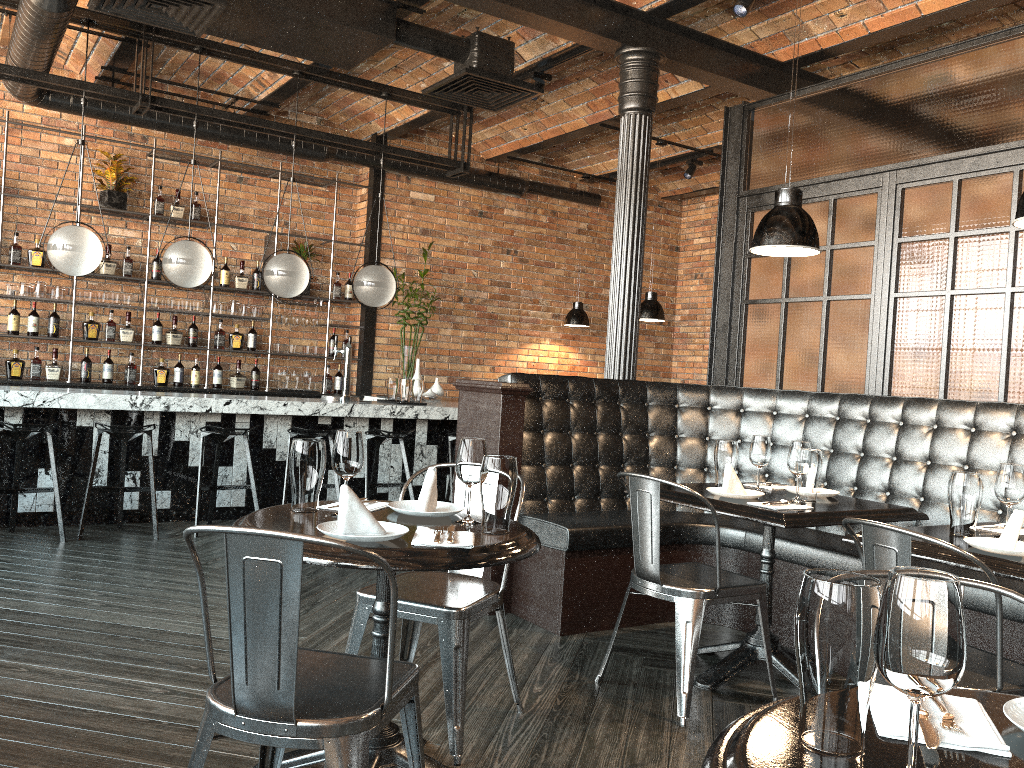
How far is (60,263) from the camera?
5.9 meters

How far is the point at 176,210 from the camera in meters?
8.0 m

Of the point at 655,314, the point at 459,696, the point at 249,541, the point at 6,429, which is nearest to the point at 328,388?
the point at 655,314

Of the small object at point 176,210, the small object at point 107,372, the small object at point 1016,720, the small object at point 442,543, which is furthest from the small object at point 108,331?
the small object at point 1016,720

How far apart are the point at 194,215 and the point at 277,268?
2.0 meters

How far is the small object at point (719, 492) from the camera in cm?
353

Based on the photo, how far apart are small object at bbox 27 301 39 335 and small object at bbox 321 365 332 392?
2.6m

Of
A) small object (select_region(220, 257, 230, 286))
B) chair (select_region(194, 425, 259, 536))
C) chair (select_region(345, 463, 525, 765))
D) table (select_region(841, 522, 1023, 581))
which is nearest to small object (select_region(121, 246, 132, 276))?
small object (select_region(220, 257, 230, 286))

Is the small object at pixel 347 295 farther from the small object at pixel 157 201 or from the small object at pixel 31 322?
the small object at pixel 31 322

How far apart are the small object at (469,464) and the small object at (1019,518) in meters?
1.5 m
